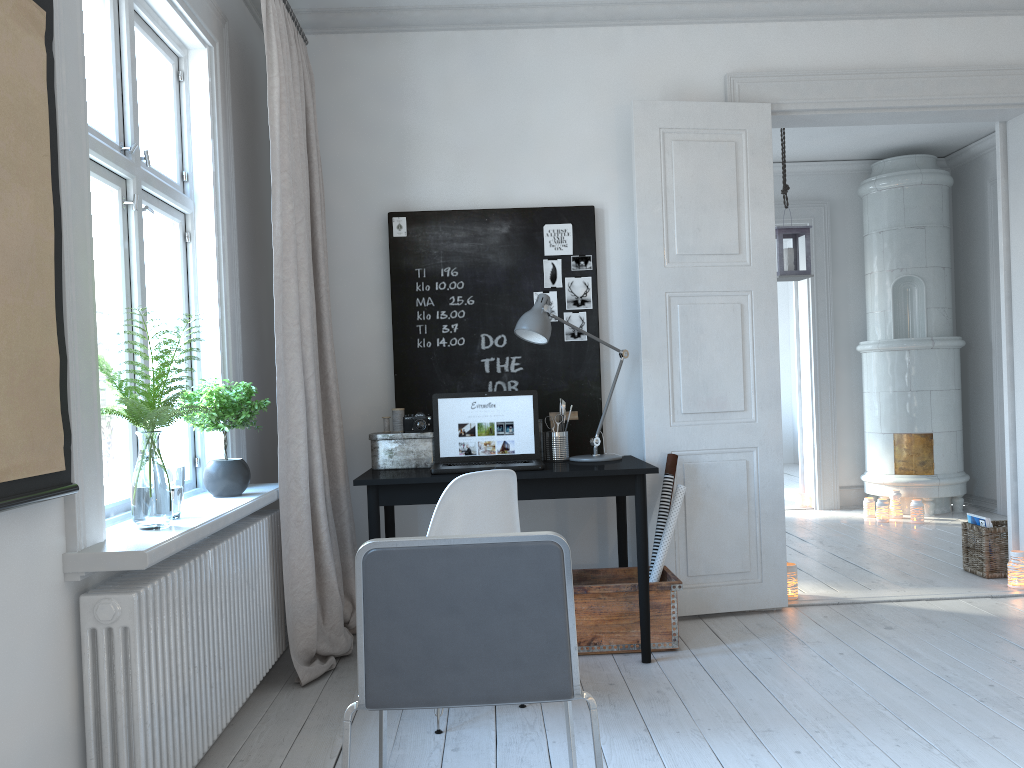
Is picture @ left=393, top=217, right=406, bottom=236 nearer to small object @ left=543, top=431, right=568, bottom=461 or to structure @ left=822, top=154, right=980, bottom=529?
small object @ left=543, top=431, right=568, bottom=461

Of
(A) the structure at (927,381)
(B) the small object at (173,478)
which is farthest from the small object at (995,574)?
(B) the small object at (173,478)

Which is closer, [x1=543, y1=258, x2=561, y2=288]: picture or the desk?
the desk

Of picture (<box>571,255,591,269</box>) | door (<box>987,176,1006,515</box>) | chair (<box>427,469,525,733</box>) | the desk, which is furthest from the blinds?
door (<box>987,176,1006,515</box>)

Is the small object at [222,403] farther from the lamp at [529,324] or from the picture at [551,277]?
the picture at [551,277]

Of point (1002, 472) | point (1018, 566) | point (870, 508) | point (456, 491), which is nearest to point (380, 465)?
point (456, 491)

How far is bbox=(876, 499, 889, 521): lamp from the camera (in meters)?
6.44

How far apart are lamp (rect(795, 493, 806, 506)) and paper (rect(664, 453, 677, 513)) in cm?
381

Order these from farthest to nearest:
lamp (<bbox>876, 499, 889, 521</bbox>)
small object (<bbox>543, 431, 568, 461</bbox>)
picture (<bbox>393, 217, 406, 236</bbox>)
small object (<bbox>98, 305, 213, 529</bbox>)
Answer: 1. lamp (<bbox>876, 499, 889, 521</bbox>)
2. picture (<bbox>393, 217, 406, 236</bbox>)
3. small object (<bbox>543, 431, 568, 461</bbox>)
4. small object (<bbox>98, 305, 213, 529</bbox>)

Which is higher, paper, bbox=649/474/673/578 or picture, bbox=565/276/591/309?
picture, bbox=565/276/591/309
